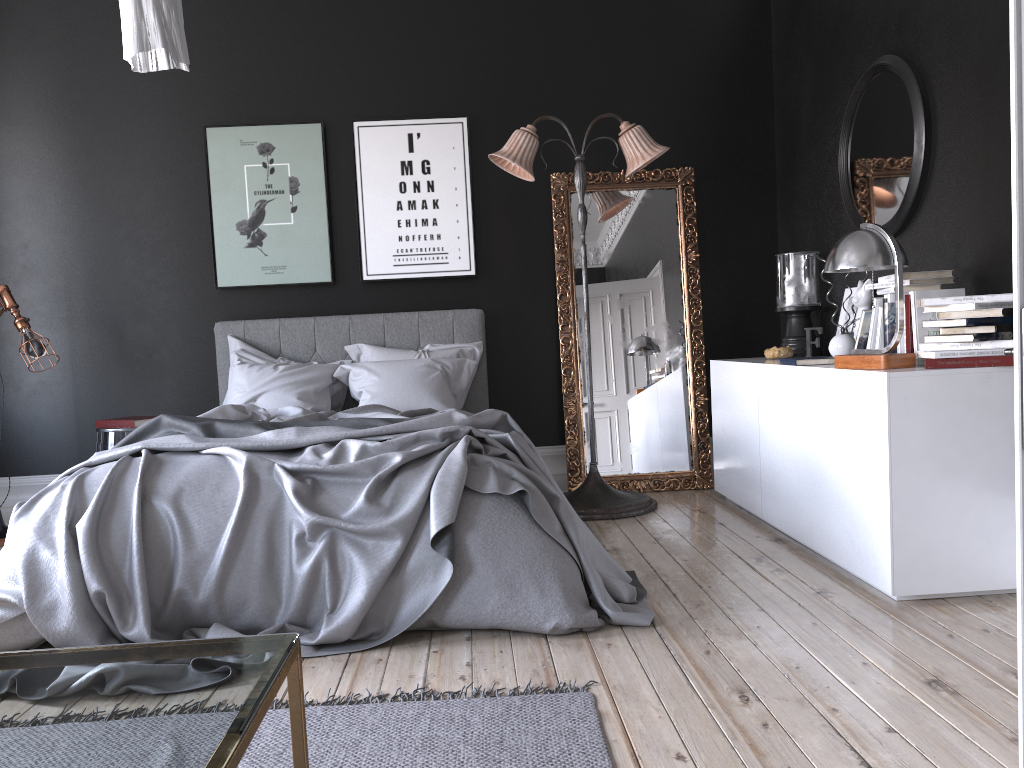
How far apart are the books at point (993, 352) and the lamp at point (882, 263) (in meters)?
0.07

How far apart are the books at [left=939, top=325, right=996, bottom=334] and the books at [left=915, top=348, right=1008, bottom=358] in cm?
8

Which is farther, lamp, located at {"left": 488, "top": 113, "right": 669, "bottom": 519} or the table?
lamp, located at {"left": 488, "top": 113, "right": 669, "bottom": 519}

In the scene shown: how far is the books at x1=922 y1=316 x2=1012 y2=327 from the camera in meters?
3.3

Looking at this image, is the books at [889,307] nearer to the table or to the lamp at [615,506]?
the lamp at [615,506]

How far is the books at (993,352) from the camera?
3.30m

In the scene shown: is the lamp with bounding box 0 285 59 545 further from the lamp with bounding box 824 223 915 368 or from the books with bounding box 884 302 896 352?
the books with bounding box 884 302 896 352

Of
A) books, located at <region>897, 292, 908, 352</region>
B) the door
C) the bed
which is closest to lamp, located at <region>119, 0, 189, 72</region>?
the bed

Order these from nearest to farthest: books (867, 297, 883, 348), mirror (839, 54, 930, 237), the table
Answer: the table < books (867, 297, 883, 348) < mirror (839, 54, 930, 237)

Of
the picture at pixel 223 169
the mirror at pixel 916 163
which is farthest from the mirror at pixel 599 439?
the picture at pixel 223 169
